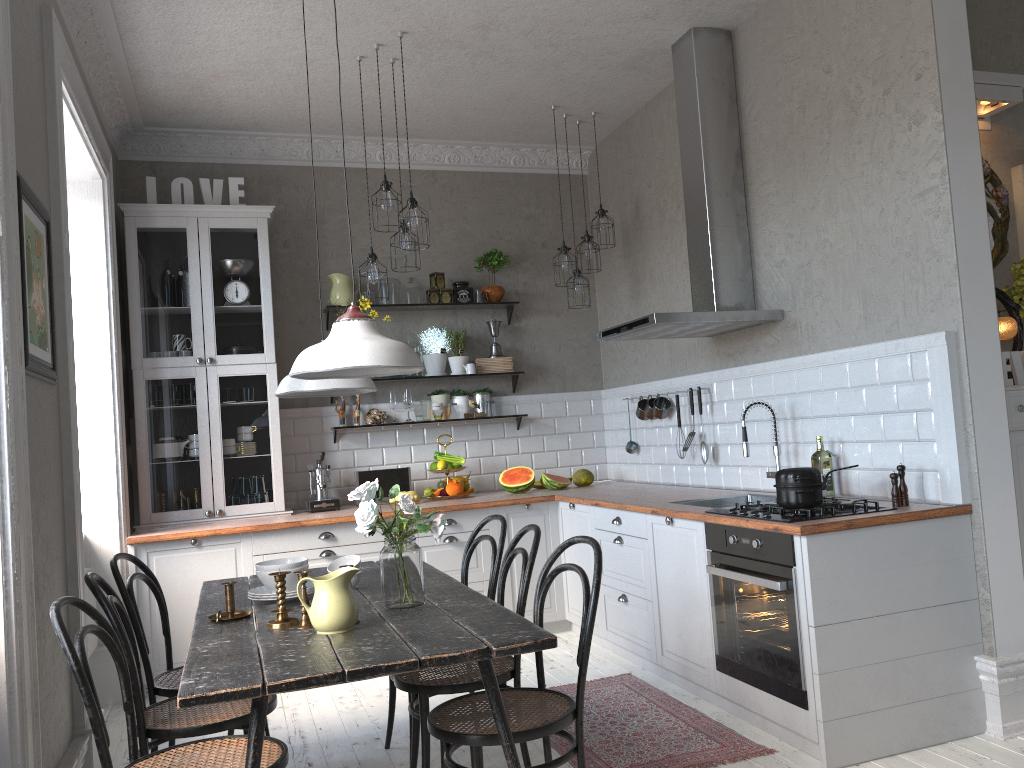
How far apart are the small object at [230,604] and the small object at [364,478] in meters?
2.7

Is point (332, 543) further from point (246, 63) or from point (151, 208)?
point (246, 63)

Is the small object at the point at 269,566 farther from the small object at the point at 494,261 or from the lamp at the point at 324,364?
the small object at the point at 494,261

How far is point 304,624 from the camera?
2.62m

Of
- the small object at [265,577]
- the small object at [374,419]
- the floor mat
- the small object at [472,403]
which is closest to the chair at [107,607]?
the small object at [265,577]

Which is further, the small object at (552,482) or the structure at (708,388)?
the small object at (552,482)

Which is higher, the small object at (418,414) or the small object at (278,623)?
the small object at (418,414)

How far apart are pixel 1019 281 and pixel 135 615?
3.7m

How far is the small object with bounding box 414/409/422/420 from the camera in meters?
6.0

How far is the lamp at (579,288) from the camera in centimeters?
569cm
